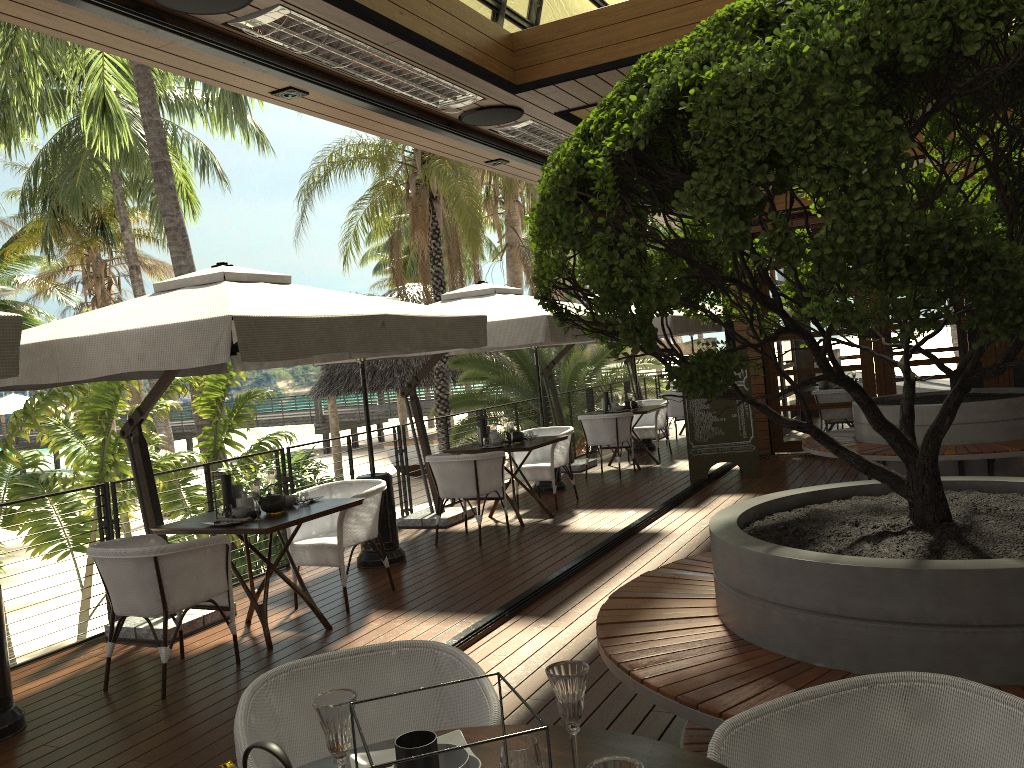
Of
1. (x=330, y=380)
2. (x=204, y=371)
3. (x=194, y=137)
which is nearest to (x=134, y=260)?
(x=194, y=137)

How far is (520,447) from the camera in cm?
803

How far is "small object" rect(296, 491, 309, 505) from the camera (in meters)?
5.64

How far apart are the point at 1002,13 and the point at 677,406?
11.9m

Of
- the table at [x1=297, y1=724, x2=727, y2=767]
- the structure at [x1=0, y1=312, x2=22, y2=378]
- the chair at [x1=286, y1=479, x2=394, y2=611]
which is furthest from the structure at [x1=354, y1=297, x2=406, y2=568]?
the table at [x1=297, y1=724, x2=727, y2=767]

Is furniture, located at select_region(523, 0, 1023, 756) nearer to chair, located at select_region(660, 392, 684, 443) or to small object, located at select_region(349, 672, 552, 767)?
small object, located at select_region(349, 672, 552, 767)

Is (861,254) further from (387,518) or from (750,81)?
(387,518)

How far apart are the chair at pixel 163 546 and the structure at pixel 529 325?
2.9 meters

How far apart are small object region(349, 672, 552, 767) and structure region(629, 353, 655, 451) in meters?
11.8 m

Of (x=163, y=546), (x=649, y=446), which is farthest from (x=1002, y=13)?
(x=649, y=446)
